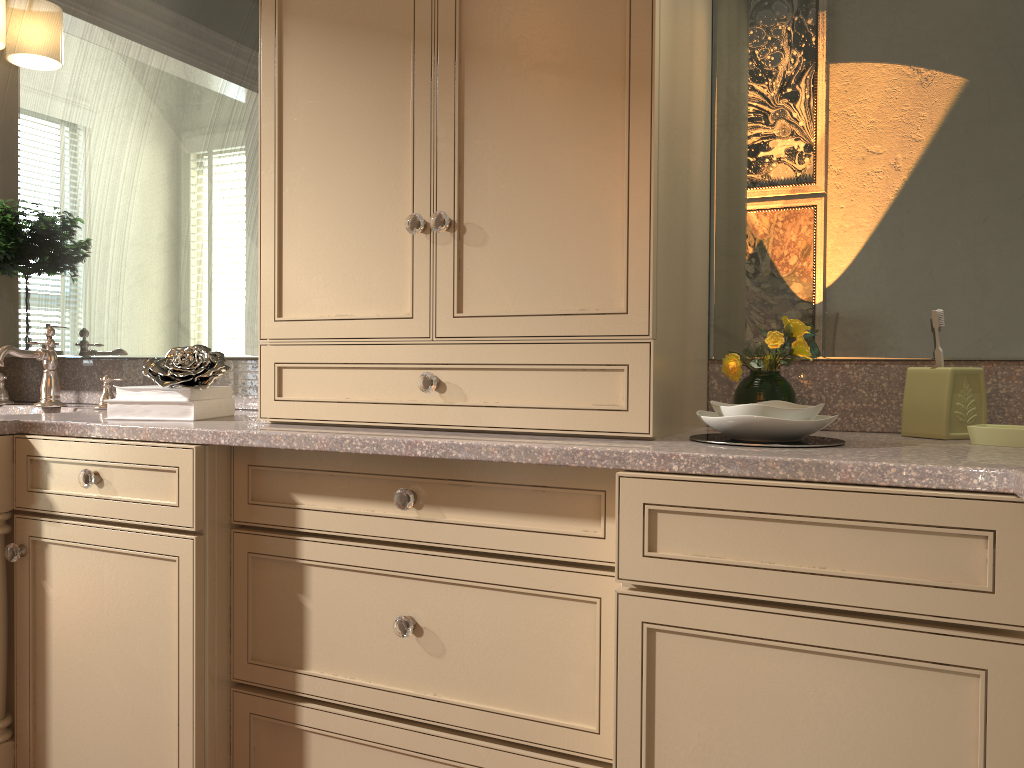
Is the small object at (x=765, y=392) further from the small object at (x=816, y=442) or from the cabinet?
the small object at (x=816, y=442)

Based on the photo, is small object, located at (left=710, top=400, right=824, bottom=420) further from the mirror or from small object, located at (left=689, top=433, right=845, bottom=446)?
the mirror

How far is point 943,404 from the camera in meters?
1.4 m

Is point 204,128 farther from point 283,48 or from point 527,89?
point 527,89

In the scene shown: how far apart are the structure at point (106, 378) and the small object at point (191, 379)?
0.43m

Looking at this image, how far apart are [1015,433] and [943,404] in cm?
14

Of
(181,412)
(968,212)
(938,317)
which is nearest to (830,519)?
(938,317)

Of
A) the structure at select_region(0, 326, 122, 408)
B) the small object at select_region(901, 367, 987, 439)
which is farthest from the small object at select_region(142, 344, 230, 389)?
the small object at select_region(901, 367, 987, 439)

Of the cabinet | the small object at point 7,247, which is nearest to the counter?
the cabinet

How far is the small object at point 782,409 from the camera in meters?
1.3 m
